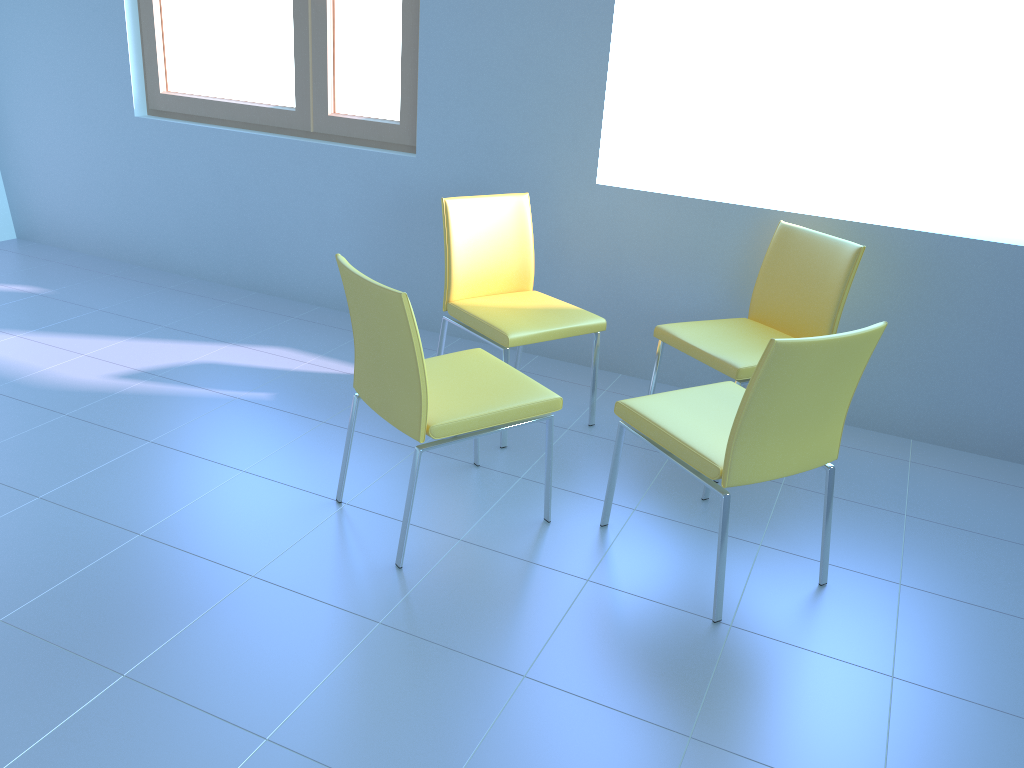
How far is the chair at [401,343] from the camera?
2.0m

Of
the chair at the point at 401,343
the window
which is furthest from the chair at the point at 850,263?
the window

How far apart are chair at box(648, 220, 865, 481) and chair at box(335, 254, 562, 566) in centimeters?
59cm

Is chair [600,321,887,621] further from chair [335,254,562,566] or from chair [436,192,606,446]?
chair [436,192,606,446]

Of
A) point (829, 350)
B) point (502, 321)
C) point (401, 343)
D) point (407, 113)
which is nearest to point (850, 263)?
point (829, 350)

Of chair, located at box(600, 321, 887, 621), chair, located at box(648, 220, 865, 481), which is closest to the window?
chair, located at box(648, 220, 865, 481)

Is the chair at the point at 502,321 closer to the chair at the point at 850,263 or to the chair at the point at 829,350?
the chair at the point at 850,263

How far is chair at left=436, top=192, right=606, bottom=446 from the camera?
2.8 meters

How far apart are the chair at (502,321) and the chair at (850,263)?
0.2 meters

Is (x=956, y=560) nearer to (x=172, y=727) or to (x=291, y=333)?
(x=172, y=727)
